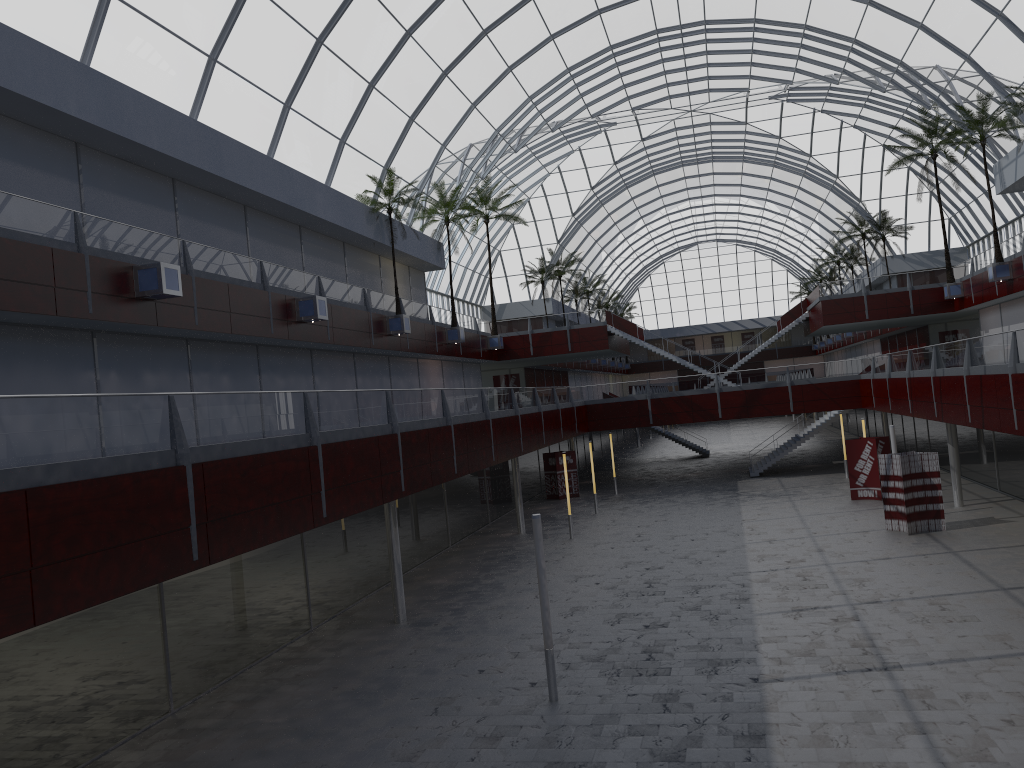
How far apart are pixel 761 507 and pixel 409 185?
26.1m

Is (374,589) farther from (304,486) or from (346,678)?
(304,486)

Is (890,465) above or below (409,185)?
below

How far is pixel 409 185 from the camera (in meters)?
49.69

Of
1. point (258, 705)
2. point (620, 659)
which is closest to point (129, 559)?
point (258, 705)
